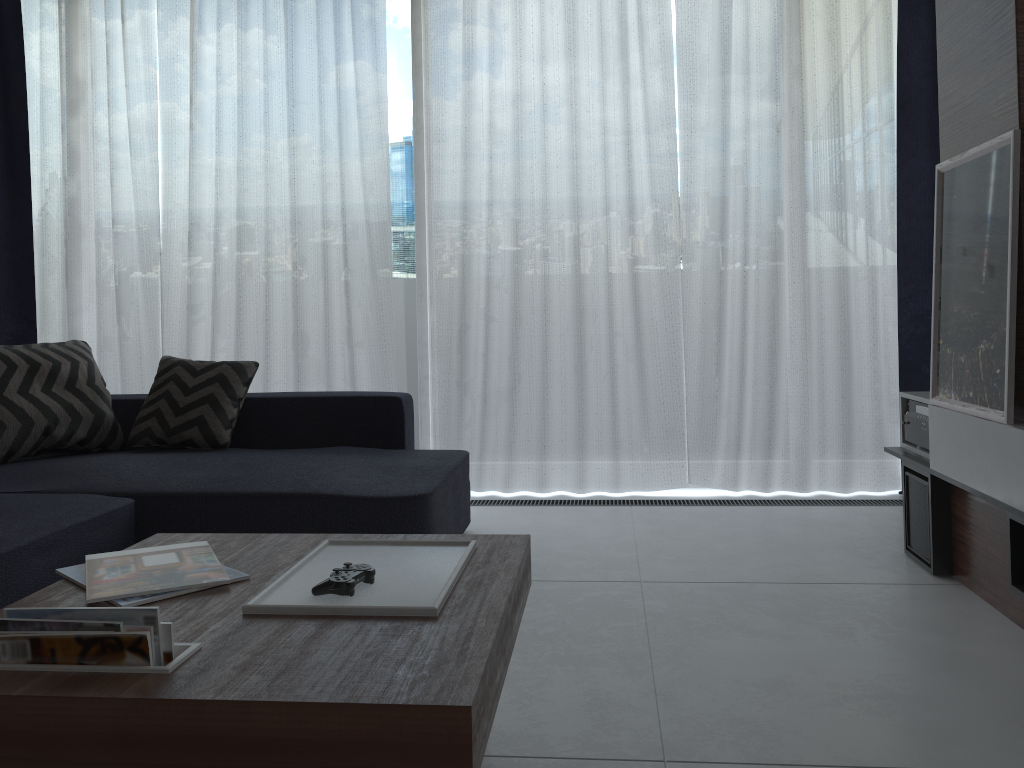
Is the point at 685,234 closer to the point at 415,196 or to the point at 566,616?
the point at 415,196

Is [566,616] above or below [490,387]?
below

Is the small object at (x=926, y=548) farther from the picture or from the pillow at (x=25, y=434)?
the pillow at (x=25, y=434)

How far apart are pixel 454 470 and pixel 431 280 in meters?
1.2 m

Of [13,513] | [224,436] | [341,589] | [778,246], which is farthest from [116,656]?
[778,246]

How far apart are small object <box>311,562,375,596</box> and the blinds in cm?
242

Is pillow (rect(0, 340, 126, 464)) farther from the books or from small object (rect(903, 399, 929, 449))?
small object (rect(903, 399, 929, 449))

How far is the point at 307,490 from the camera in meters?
2.6 m

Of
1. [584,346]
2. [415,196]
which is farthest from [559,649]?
[415,196]

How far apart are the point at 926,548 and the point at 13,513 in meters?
2.6
